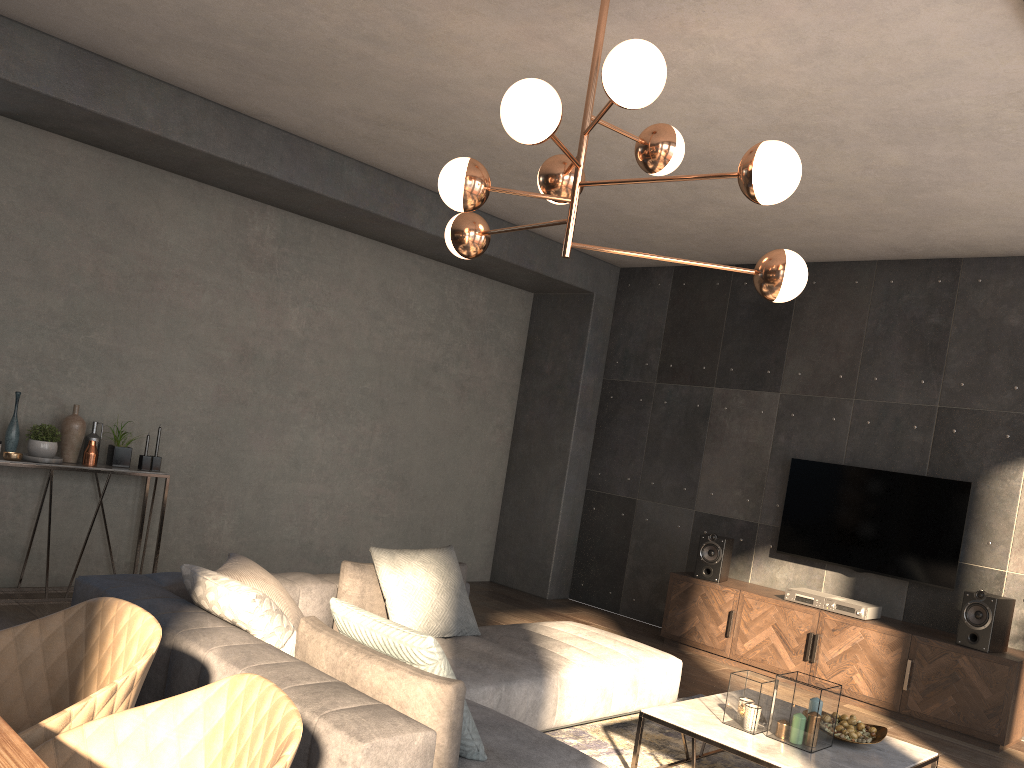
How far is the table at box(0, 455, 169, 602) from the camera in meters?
5.2 m

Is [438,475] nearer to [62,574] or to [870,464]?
[62,574]

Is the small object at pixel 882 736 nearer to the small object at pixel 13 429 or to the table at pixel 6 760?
the table at pixel 6 760

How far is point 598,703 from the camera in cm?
417

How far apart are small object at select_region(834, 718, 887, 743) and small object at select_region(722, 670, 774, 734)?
0.5m

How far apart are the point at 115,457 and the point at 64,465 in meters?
0.4

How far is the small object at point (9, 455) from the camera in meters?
5.0 m

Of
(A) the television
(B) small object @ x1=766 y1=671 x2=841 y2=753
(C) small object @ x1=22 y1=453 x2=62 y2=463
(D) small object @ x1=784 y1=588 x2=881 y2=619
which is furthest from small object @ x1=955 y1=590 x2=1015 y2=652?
(C) small object @ x1=22 y1=453 x2=62 y2=463

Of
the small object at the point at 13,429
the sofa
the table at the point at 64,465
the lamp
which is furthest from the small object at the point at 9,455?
the lamp

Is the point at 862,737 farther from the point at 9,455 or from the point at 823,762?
the point at 9,455
